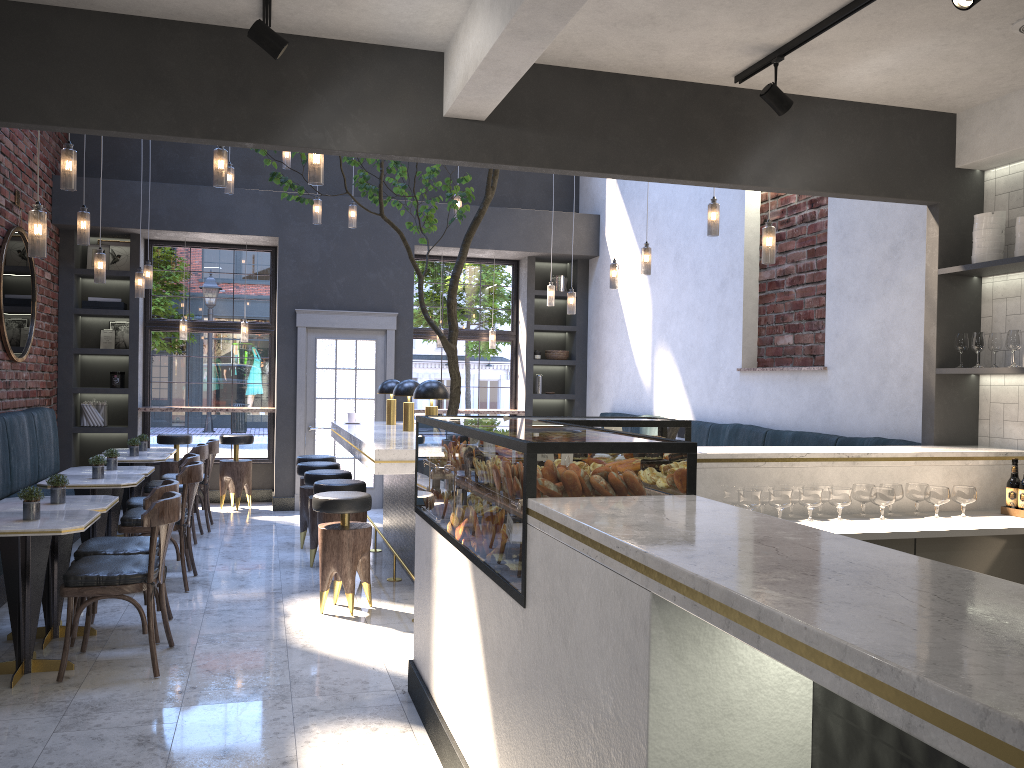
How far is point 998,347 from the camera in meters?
4.7 m

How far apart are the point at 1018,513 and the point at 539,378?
7.1 meters

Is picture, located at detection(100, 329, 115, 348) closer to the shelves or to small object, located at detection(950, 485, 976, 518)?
the shelves

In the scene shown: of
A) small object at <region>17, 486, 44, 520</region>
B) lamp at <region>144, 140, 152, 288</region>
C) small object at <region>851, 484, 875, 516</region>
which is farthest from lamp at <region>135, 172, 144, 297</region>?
small object at <region>851, 484, 875, 516</region>

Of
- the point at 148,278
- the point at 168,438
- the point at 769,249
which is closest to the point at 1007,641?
the point at 769,249

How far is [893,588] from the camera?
1.4 meters

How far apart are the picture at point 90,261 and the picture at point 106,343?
0.75m

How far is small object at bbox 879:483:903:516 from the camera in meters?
4.2

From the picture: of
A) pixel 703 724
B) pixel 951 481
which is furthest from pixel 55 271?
pixel 703 724

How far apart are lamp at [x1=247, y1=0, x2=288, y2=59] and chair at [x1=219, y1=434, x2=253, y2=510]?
6.8 meters
